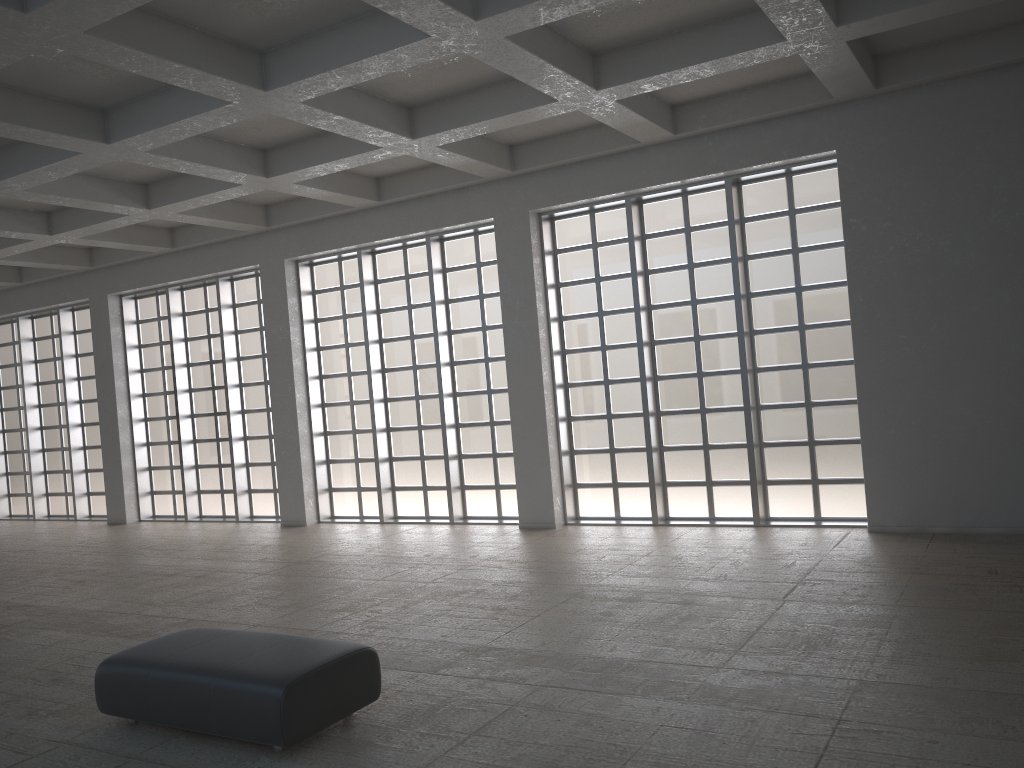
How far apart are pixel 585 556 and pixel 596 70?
9.26m

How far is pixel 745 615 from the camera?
12.6m

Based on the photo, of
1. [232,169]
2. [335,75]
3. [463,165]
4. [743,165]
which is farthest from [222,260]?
[743,165]

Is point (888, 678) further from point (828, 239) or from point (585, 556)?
point (828, 239)
